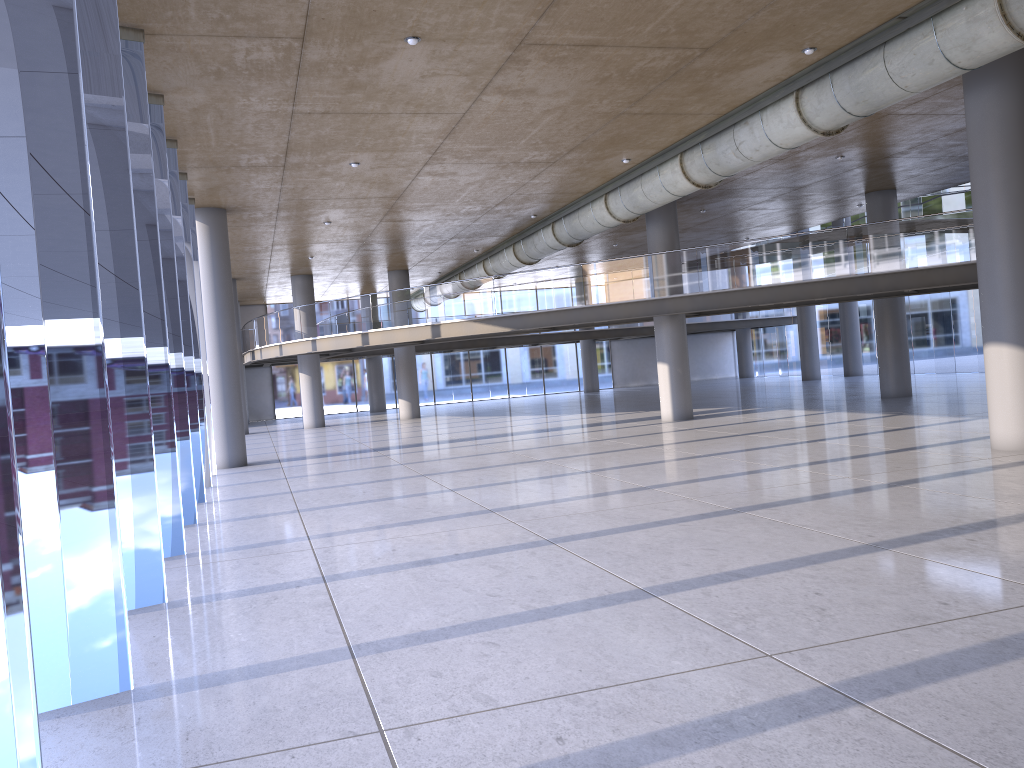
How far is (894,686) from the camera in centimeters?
436cm

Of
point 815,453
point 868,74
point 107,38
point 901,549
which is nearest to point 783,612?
point 901,549
